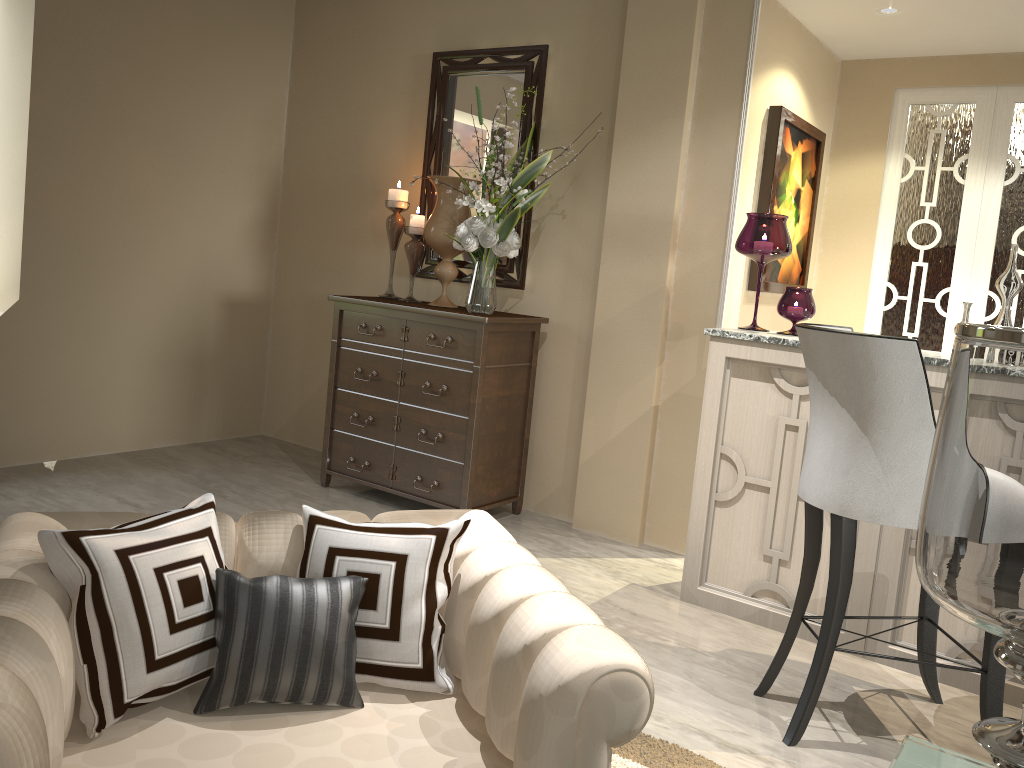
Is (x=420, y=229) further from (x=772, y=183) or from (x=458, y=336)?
(x=772, y=183)

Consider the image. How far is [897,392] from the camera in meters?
1.9

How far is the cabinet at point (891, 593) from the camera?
2.49m

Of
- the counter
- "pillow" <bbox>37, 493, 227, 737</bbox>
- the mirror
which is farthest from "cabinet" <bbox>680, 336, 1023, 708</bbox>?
"pillow" <bbox>37, 493, 227, 737</bbox>

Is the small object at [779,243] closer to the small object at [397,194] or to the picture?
the picture

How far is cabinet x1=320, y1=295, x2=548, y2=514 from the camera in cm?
332

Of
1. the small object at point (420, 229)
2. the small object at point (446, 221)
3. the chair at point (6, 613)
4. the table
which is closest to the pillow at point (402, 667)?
the chair at point (6, 613)

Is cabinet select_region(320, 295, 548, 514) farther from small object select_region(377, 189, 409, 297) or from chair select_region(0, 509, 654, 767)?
chair select_region(0, 509, 654, 767)

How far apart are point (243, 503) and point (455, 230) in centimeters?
135cm

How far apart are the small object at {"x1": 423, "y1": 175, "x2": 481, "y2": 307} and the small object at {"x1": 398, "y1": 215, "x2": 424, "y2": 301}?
0.1 meters
